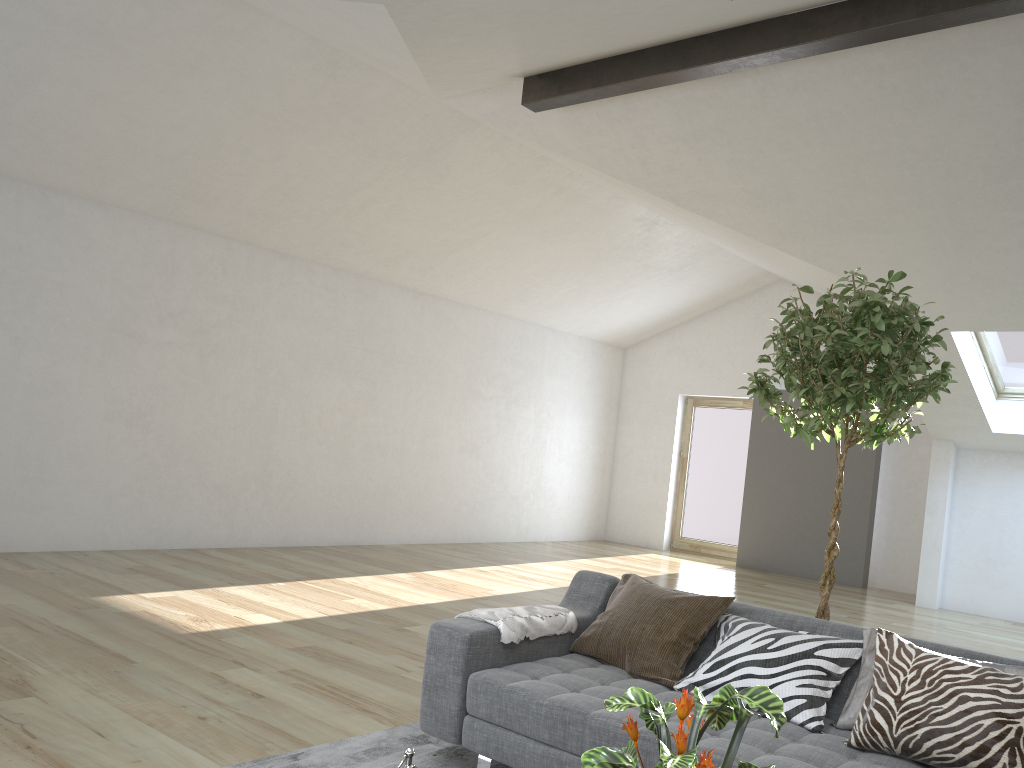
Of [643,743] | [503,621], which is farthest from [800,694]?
[503,621]

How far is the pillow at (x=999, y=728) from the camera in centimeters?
236cm

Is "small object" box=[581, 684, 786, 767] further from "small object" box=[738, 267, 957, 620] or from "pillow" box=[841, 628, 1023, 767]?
"small object" box=[738, 267, 957, 620]

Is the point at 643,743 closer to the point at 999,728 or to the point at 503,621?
the point at 503,621

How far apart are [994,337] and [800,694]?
6.1m

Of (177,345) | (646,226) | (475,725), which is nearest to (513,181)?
(646,226)

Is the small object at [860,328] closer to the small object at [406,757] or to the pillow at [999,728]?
the pillow at [999,728]

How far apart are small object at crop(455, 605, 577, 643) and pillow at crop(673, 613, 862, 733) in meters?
0.6 m

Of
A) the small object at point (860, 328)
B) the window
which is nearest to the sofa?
the small object at point (860, 328)

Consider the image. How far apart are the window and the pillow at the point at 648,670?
5.5m
